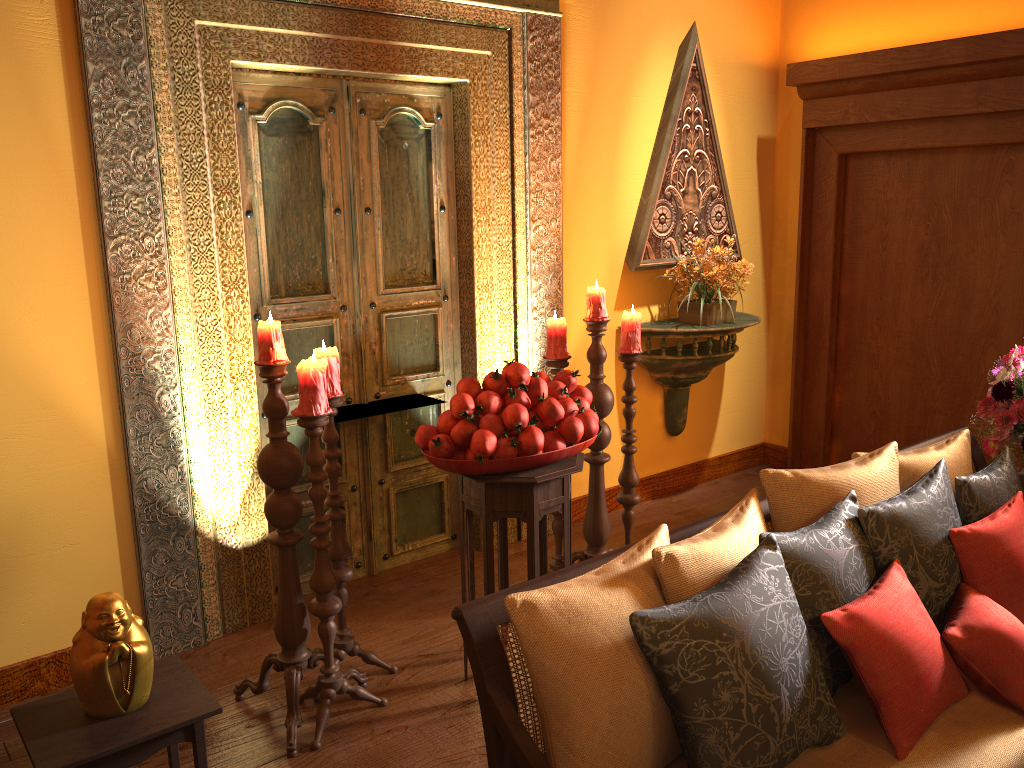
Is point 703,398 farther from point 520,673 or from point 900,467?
point 900,467

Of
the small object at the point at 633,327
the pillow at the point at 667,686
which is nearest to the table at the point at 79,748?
the pillow at the point at 667,686

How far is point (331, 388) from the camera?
2.71m

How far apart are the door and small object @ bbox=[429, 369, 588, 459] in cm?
99

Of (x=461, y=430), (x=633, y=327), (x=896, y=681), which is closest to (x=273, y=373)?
(x=461, y=430)

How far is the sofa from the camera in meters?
1.5 m

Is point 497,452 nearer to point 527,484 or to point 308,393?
point 527,484

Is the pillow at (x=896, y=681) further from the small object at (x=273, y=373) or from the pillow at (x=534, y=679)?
the small object at (x=273, y=373)

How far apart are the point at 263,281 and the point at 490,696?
2.2m

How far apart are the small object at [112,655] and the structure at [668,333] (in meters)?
2.75
